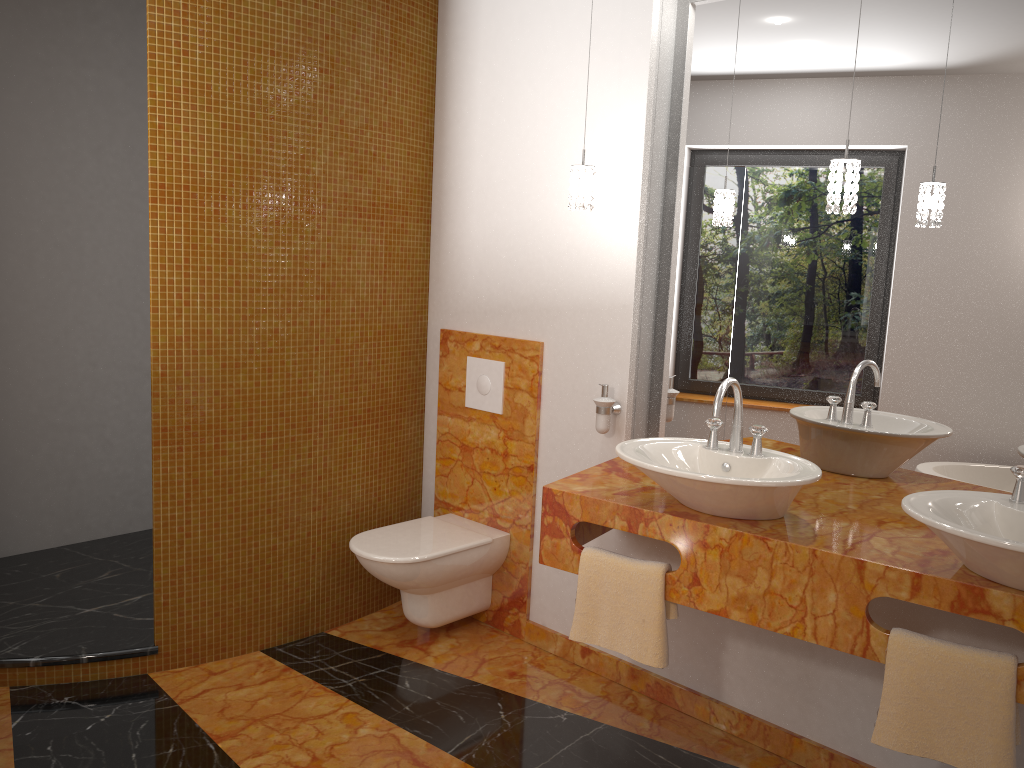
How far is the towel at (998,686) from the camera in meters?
1.9

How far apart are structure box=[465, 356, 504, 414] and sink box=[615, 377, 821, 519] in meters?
0.9 m

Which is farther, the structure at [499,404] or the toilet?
the structure at [499,404]

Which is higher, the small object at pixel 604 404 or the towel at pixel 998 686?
the small object at pixel 604 404

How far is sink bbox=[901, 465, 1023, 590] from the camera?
1.7 meters

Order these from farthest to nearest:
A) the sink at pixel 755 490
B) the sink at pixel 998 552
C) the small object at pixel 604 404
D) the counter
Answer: the small object at pixel 604 404, the sink at pixel 755 490, the counter, the sink at pixel 998 552

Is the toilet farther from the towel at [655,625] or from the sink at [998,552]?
the sink at [998,552]

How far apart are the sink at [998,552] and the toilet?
1.6 meters

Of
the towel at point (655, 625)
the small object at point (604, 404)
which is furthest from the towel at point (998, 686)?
the small object at point (604, 404)

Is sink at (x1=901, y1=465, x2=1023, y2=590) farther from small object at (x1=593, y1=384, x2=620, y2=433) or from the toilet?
the toilet
